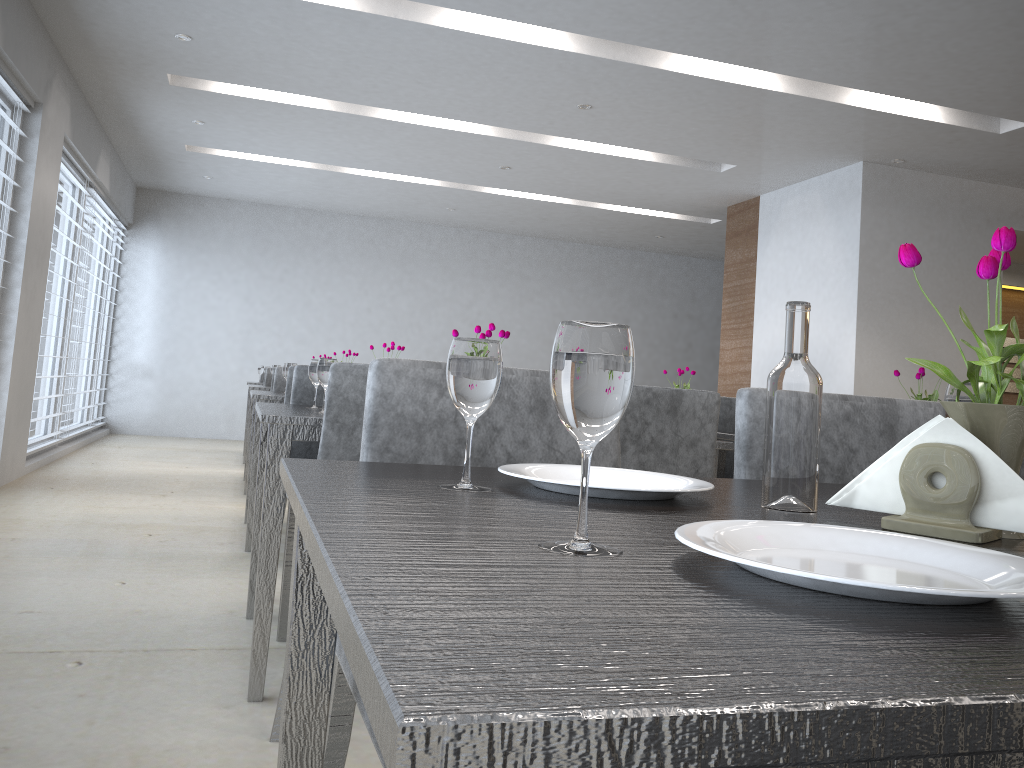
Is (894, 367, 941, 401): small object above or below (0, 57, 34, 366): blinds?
below

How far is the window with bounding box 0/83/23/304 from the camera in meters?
4.6 m

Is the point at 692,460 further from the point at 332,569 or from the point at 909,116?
the point at 909,116

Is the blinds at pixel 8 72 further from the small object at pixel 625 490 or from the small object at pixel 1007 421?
the small object at pixel 1007 421

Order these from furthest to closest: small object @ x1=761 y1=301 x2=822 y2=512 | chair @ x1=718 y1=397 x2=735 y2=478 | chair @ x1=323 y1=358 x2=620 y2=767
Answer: chair @ x1=718 y1=397 x2=735 y2=478
chair @ x1=323 y1=358 x2=620 y2=767
small object @ x1=761 y1=301 x2=822 y2=512

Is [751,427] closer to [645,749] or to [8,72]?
[645,749]

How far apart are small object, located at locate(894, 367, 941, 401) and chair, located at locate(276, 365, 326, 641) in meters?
2.0

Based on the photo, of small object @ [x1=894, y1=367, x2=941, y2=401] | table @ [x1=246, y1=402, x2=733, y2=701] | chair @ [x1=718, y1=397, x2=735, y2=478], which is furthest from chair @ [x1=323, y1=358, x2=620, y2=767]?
chair @ [x1=718, y1=397, x2=735, y2=478]

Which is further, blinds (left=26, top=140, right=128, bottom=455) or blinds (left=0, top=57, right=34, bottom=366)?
blinds (left=26, top=140, right=128, bottom=455)

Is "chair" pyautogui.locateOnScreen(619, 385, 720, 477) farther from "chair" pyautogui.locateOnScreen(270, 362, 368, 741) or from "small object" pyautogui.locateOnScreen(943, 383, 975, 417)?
"small object" pyautogui.locateOnScreen(943, 383, 975, 417)
